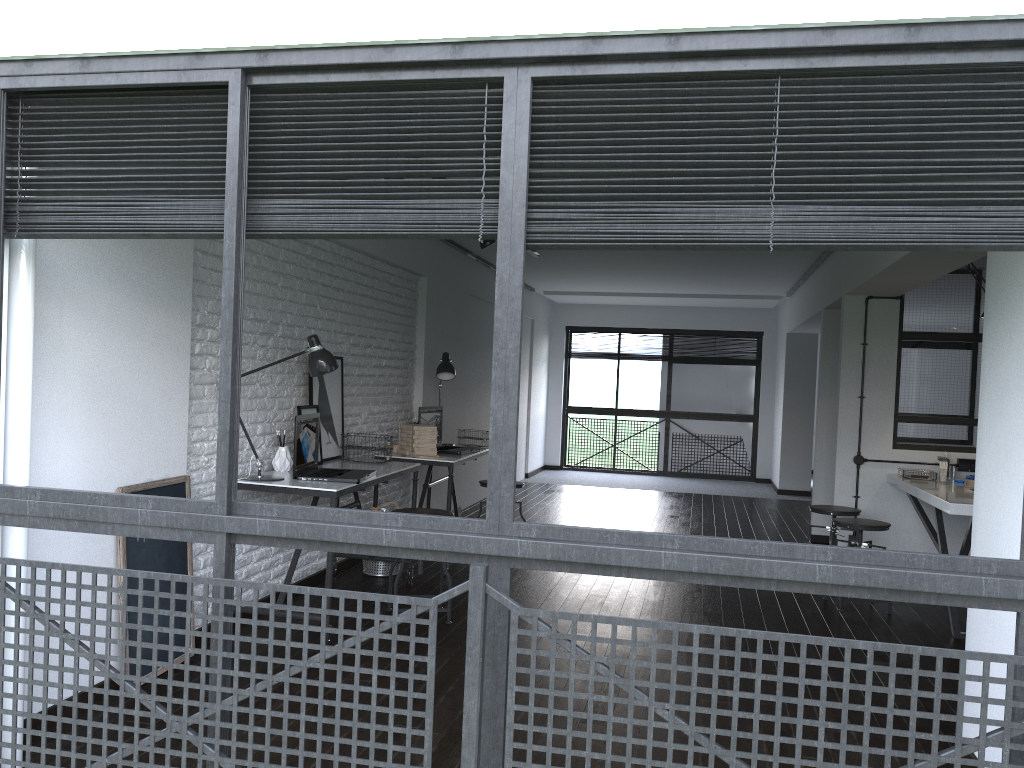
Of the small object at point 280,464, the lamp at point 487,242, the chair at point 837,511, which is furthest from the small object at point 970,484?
the small object at point 280,464

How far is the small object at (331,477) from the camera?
4.3m

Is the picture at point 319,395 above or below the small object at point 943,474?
above

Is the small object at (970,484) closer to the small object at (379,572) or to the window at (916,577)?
the small object at (379,572)

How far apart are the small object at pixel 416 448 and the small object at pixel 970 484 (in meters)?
3.39

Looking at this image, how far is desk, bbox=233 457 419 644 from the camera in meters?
4.0 m

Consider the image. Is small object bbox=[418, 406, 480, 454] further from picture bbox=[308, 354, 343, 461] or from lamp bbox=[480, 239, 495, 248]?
lamp bbox=[480, 239, 495, 248]

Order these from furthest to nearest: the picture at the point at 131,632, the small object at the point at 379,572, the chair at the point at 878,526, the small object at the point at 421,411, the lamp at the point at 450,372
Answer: the lamp at the point at 450,372, the small object at the point at 421,411, the small object at the point at 379,572, the chair at the point at 878,526, the picture at the point at 131,632

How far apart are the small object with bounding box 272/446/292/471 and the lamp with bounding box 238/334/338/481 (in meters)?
0.30

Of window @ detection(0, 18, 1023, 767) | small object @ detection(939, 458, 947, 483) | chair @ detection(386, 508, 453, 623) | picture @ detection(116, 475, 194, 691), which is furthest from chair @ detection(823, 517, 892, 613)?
picture @ detection(116, 475, 194, 691)
